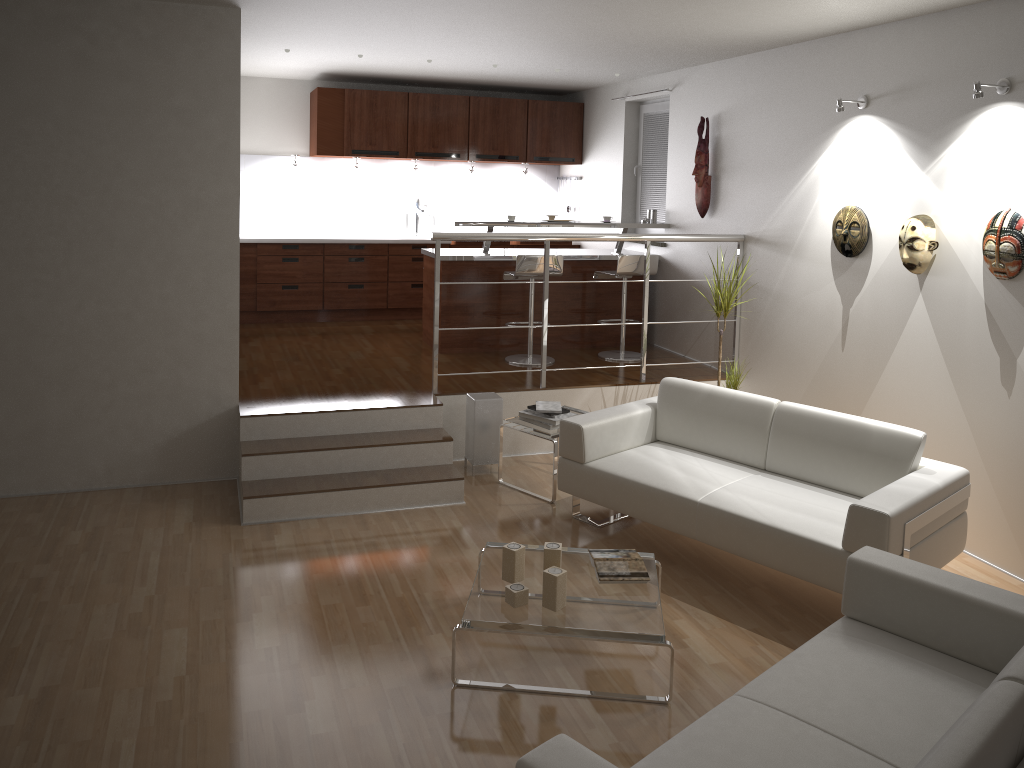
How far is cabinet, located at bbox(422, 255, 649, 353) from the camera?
7.0 meters

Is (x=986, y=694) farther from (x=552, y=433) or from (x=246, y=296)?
(x=246, y=296)

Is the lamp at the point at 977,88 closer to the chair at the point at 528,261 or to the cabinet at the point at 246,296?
the chair at the point at 528,261

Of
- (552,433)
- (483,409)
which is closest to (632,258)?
(483,409)

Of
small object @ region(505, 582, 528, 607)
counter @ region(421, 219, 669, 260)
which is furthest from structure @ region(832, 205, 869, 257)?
small object @ region(505, 582, 528, 607)

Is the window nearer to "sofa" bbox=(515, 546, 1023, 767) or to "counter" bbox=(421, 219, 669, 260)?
"counter" bbox=(421, 219, 669, 260)

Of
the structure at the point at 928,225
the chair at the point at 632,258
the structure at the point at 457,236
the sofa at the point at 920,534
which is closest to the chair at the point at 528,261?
the chair at the point at 632,258

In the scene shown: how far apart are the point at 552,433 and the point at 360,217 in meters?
4.4 m

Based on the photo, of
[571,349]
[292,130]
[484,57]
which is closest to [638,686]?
[571,349]

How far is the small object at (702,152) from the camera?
6.5 meters
